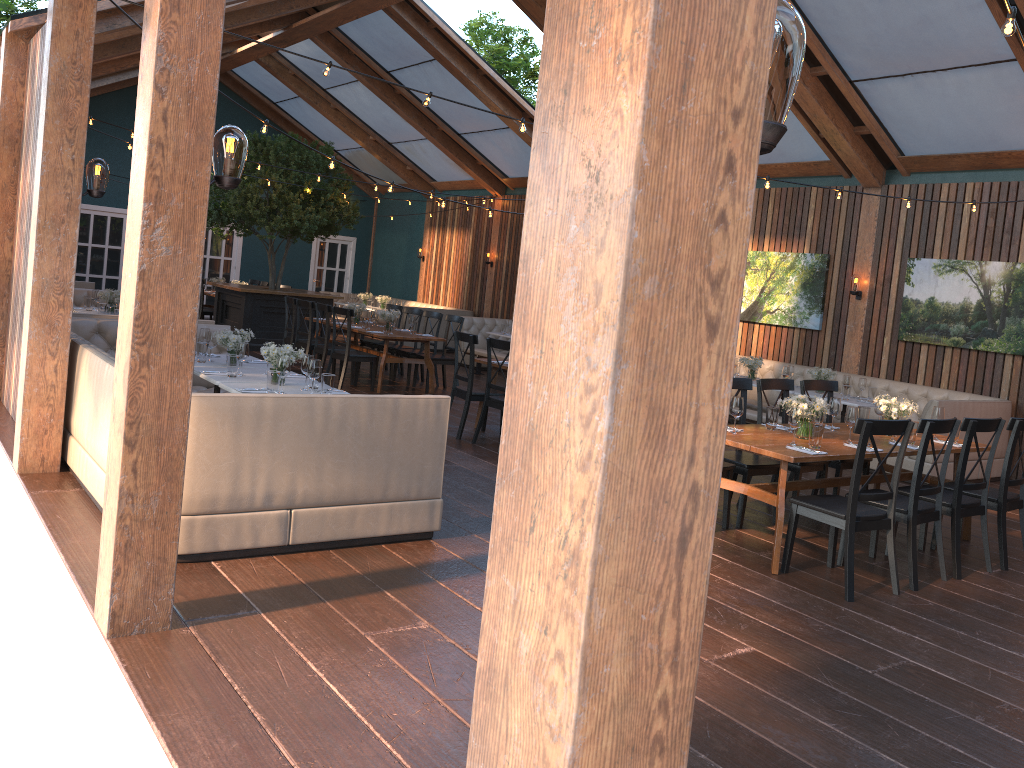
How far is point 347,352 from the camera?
10.87m

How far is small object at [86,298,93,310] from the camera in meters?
10.6

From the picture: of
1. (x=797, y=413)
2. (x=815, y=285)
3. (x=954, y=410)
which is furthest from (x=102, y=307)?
(x=954, y=410)

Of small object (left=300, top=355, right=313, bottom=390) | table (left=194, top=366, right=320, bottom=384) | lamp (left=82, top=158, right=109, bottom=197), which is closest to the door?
table (left=194, top=366, right=320, bottom=384)

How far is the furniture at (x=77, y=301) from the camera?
11.71m

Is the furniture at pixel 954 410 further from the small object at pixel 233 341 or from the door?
the door

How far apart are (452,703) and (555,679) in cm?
221

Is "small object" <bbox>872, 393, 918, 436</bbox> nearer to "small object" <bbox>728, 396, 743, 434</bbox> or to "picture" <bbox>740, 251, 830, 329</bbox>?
"small object" <bbox>728, 396, 743, 434</bbox>

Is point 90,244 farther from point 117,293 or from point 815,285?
point 815,285

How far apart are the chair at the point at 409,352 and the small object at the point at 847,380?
5.40m
